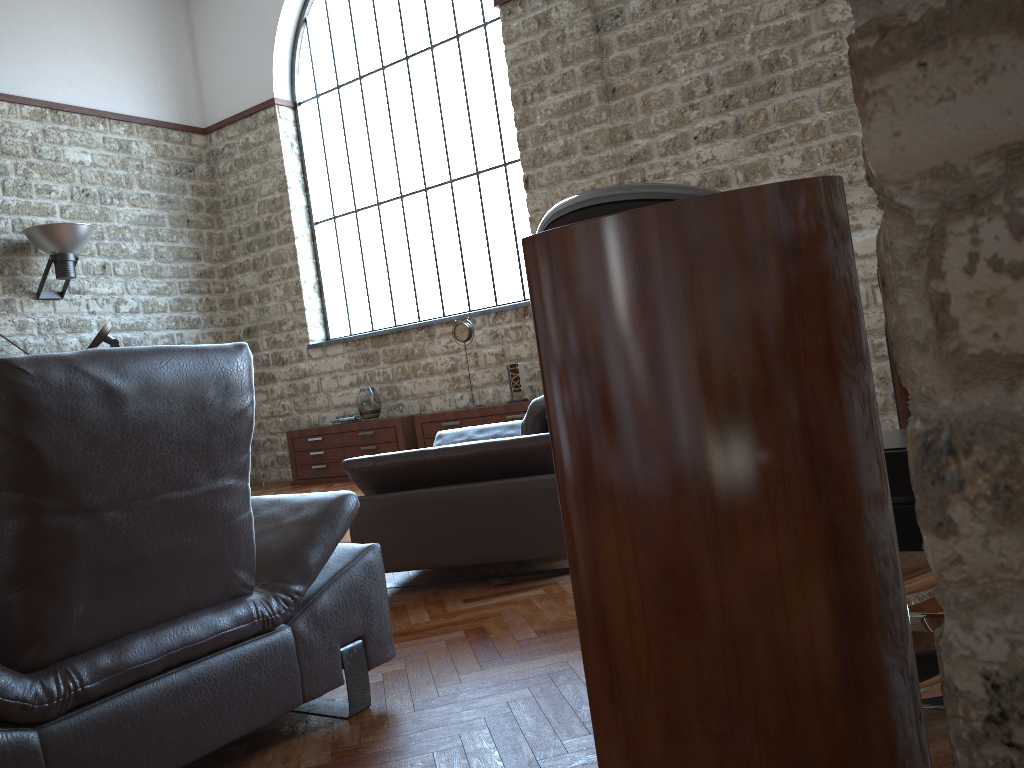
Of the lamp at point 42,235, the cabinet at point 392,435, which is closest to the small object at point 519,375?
the cabinet at point 392,435

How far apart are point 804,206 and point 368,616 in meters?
1.8 m

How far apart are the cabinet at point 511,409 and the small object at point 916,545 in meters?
5.9 m

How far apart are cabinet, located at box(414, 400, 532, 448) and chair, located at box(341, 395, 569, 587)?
3.0 meters

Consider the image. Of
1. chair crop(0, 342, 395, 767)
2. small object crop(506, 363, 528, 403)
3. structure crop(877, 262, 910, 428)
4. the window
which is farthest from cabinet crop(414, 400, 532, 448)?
chair crop(0, 342, 395, 767)

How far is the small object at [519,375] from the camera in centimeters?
808cm

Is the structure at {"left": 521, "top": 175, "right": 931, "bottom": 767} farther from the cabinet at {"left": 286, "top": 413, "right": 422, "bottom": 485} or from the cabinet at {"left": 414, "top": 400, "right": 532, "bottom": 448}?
the cabinet at {"left": 286, "top": 413, "right": 422, "bottom": 485}

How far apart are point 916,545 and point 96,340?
6.2 meters

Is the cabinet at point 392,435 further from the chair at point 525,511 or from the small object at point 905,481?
the small object at point 905,481

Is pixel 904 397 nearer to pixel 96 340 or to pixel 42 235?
pixel 96 340
